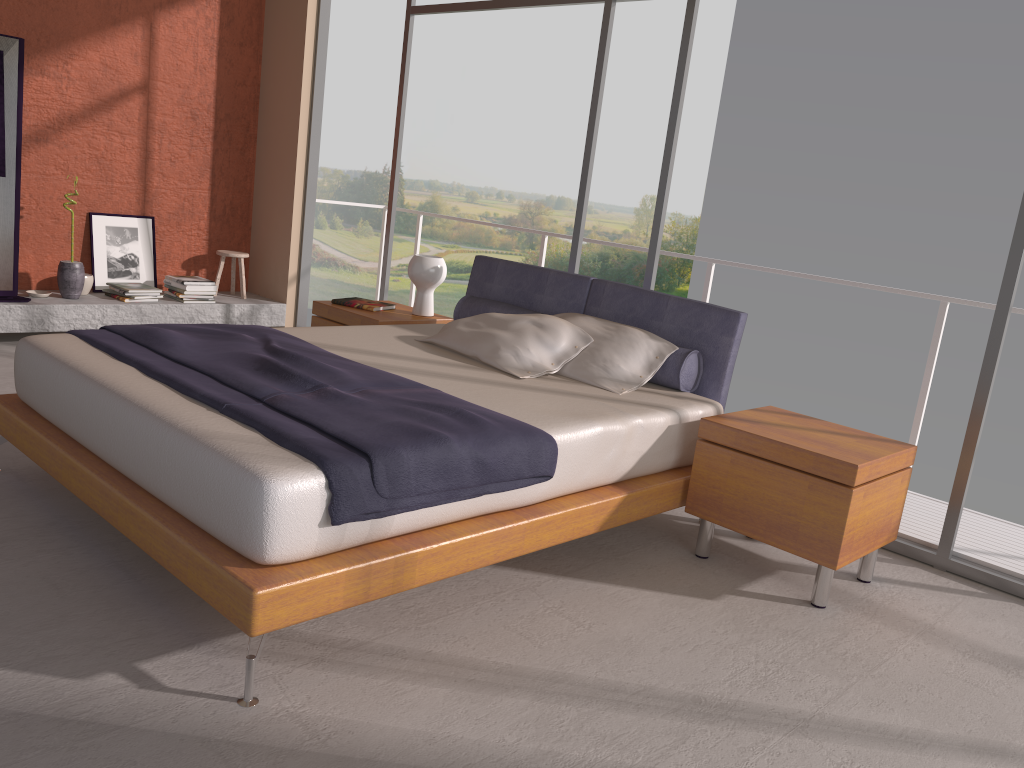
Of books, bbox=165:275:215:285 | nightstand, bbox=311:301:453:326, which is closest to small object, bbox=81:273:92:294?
books, bbox=165:275:215:285

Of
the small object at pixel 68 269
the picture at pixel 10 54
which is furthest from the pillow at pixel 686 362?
the picture at pixel 10 54

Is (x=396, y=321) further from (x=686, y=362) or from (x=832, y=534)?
(x=832, y=534)

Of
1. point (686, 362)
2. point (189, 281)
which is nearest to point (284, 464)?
point (686, 362)

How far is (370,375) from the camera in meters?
3.3

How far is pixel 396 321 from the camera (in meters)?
4.83

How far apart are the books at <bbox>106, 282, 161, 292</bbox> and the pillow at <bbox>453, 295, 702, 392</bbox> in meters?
2.6 m

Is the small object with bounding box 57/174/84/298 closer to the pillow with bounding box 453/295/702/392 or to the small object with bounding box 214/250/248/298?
the small object with bounding box 214/250/248/298

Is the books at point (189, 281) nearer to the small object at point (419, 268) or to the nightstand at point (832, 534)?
the small object at point (419, 268)

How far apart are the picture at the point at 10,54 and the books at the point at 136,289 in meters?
0.7
